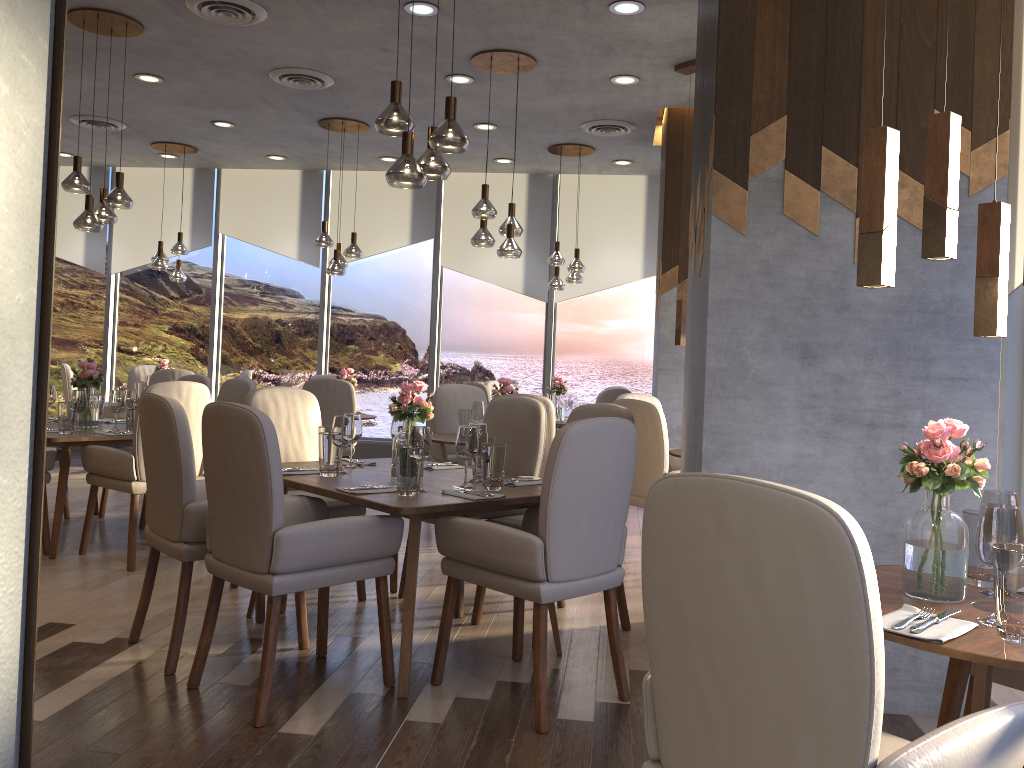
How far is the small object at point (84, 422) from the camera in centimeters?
544cm

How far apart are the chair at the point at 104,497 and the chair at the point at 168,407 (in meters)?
2.69

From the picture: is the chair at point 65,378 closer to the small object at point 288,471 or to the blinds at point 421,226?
the blinds at point 421,226

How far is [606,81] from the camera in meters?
6.2

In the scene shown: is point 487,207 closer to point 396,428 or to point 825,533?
point 396,428

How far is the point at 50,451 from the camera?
4.9 meters

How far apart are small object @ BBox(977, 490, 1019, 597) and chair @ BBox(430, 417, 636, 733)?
1.2m

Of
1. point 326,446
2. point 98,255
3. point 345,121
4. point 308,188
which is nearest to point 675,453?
point 326,446

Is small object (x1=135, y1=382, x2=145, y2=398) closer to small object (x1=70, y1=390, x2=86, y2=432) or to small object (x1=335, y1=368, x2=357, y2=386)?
small object (x1=335, y1=368, x2=357, y2=386)

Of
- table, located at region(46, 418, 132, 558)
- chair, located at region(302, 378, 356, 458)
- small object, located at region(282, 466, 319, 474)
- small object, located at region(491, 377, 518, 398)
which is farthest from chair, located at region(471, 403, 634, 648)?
chair, located at region(302, 378, 356, 458)
